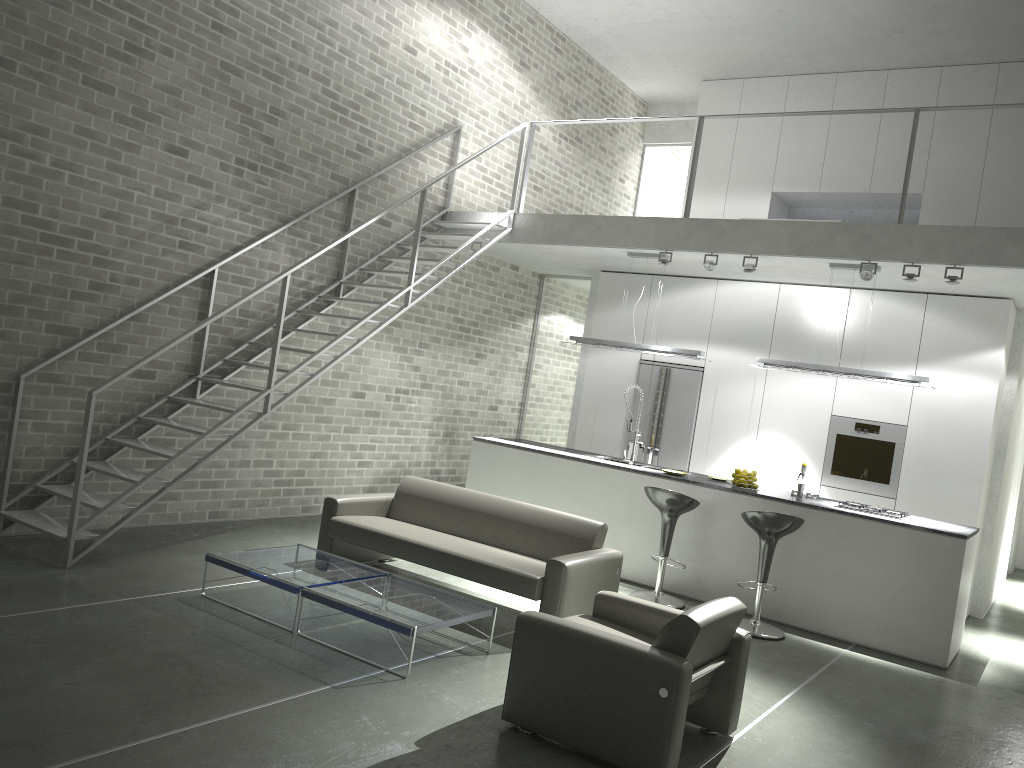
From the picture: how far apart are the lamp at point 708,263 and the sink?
1.9 meters

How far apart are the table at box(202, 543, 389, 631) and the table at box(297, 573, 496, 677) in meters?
0.1

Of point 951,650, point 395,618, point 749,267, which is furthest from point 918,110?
point 395,618

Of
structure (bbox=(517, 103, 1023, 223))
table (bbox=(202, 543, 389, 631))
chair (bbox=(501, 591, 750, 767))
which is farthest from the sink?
chair (bbox=(501, 591, 750, 767))

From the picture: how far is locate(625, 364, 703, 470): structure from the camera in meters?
9.5 m

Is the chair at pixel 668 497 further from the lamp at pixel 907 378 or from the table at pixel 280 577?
the table at pixel 280 577

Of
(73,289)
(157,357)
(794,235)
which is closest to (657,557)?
(794,235)

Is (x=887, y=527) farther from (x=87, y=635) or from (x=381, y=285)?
(x=87, y=635)

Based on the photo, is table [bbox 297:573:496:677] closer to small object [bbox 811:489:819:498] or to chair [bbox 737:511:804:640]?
chair [bbox 737:511:804:640]

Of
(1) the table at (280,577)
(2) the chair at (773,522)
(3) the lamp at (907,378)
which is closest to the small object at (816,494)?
(3) the lamp at (907,378)
